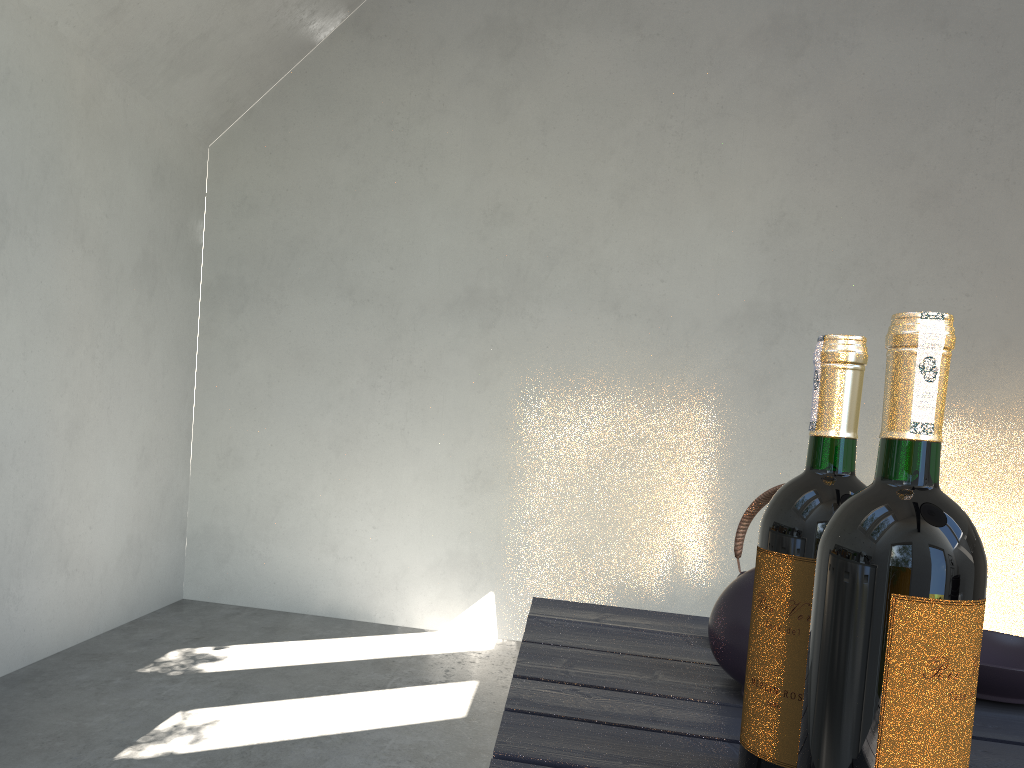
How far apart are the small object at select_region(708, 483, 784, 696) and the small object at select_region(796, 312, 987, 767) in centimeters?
33cm

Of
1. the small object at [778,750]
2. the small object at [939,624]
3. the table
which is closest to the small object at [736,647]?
the table

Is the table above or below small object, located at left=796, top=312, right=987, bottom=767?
below

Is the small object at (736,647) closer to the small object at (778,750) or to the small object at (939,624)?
the small object at (778,750)

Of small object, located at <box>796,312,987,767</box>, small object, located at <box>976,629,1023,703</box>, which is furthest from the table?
small object, located at <box>796,312,987,767</box>

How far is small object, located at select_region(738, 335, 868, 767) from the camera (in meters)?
0.64

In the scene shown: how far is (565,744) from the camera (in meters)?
0.72

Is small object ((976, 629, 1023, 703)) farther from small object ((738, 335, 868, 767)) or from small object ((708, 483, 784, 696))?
small object ((738, 335, 868, 767))

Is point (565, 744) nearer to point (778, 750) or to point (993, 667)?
point (778, 750)

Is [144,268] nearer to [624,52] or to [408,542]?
[408,542]
